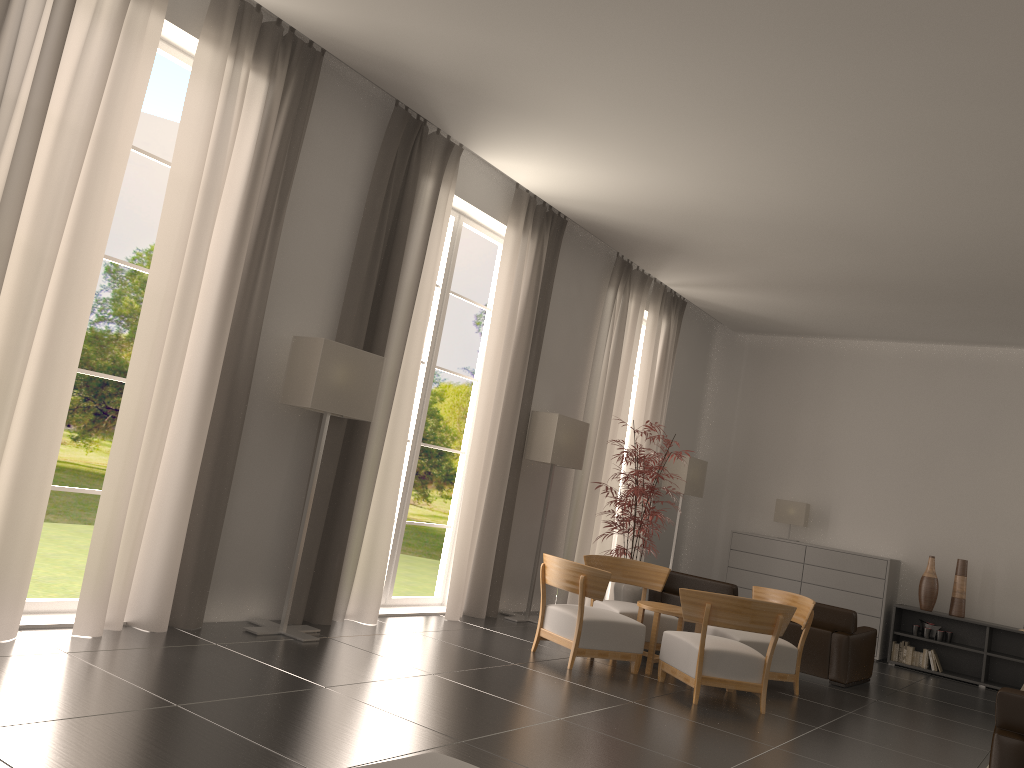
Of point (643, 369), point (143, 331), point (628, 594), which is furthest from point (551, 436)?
point (143, 331)

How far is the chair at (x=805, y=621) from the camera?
11.3m

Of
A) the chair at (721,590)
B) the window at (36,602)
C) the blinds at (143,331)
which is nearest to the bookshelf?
the chair at (721,590)

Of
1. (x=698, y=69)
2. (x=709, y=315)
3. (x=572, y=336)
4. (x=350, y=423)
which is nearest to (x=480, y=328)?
(x=709, y=315)

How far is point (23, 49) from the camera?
7.3 meters

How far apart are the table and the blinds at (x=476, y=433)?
2.5 meters

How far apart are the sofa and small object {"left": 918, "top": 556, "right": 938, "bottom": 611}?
14.61m

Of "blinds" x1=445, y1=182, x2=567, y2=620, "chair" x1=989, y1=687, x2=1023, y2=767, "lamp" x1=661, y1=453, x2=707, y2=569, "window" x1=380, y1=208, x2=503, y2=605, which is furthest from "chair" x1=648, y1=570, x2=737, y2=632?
"chair" x1=989, y1=687, x2=1023, y2=767

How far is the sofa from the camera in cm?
380

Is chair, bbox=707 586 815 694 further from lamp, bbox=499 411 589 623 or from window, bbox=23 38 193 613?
window, bbox=23 38 193 613
